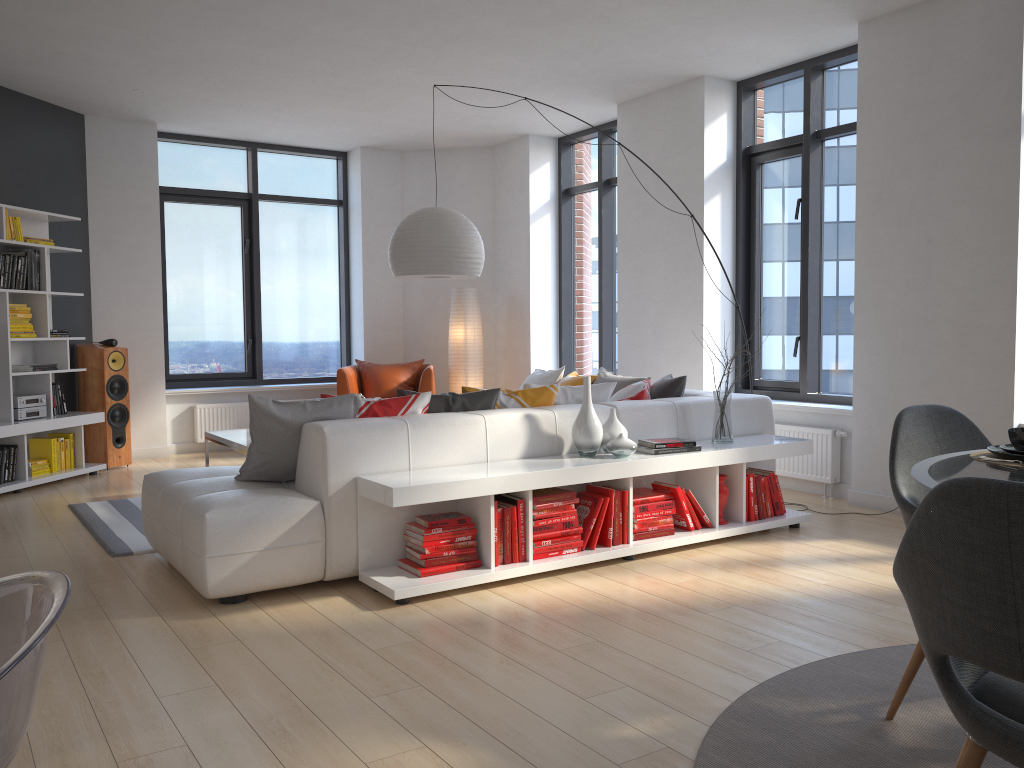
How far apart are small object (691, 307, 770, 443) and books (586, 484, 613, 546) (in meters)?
0.88

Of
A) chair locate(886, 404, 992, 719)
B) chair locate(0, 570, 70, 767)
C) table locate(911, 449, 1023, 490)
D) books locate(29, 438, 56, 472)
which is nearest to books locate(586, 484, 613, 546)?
chair locate(886, 404, 992, 719)

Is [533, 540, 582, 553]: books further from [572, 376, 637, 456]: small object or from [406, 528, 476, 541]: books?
[572, 376, 637, 456]: small object

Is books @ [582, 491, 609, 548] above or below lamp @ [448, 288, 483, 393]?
below

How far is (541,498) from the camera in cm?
406

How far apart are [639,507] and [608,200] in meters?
4.4 m

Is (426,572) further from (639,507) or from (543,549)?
(639,507)

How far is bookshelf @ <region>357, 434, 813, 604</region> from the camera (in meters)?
3.70

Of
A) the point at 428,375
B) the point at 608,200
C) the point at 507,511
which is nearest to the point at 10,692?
the point at 507,511

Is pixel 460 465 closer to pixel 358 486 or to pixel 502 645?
pixel 358 486
